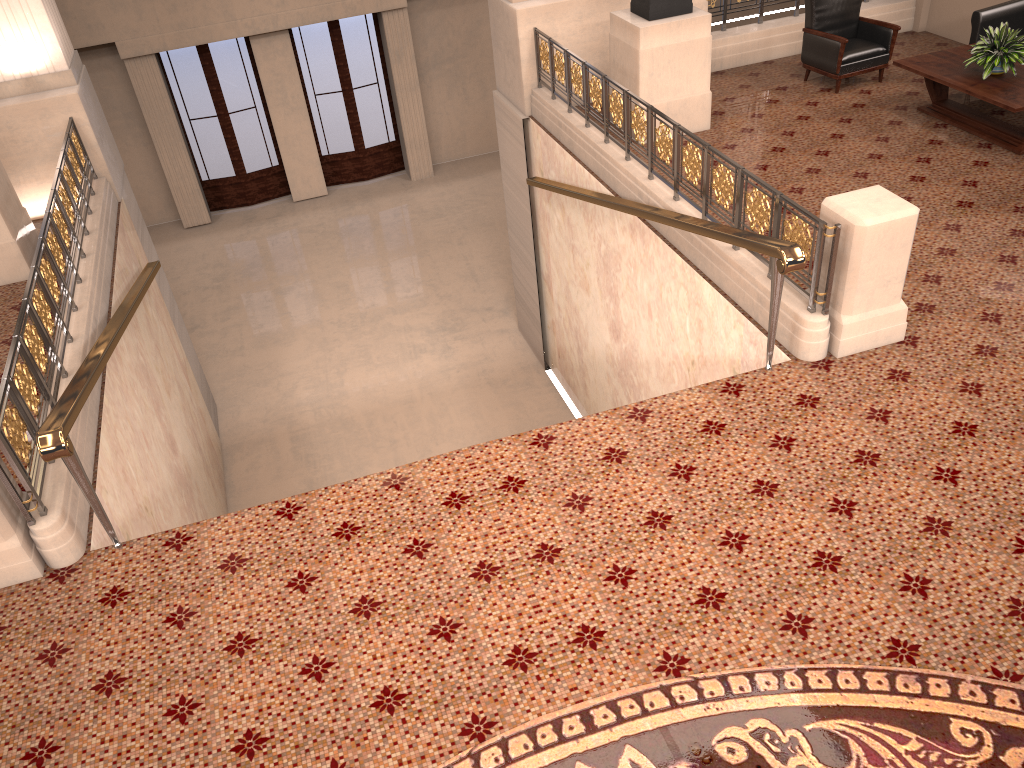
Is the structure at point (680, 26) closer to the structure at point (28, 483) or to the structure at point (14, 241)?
the structure at point (28, 483)

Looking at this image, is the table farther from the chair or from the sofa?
the chair

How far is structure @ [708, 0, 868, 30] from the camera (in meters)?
9.63

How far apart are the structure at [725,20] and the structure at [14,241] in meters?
7.2 m

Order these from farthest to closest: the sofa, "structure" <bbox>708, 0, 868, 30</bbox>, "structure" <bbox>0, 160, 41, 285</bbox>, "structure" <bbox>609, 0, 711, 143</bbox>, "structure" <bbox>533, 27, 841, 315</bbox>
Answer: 1. "structure" <bbox>708, 0, 868, 30</bbox>
2. the sofa
3. "structure" <bbox>609, 0, 711, 143</bbox>
4. "structure" <bbox>0, 160, 41, 285</bbox>
5. "structure" <bbox>533, 27, 841, 315</bbox>

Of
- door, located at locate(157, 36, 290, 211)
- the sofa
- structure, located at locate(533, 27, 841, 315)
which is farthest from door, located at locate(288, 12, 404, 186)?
the sofa

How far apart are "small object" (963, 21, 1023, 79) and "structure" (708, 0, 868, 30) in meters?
2.8 m

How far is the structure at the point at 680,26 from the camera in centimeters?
773cm

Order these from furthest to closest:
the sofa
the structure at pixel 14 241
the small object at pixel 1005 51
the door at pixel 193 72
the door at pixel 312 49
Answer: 1. the door at pixel 312 49
2. the door at pixel 193 72
3. the sofa
4. the small object at pixel 1005 51
5. the structure at pixel 14 241

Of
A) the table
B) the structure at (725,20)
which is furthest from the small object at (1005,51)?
the structure at (725,20)
